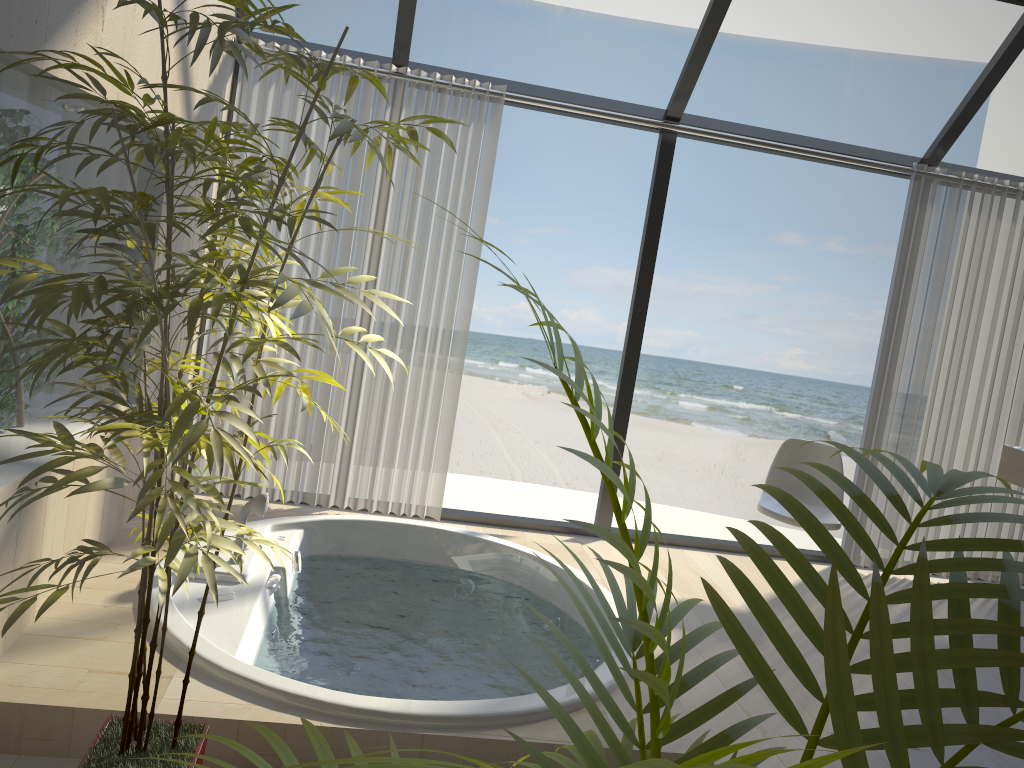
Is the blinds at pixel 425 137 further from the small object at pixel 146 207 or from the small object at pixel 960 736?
the small object at pixel 960 736

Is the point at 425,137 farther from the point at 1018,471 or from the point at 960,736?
the point at 960,736

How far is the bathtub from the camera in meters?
2.2 m

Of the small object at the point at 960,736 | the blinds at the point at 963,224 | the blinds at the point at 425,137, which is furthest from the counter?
the small object at the point at 960,736

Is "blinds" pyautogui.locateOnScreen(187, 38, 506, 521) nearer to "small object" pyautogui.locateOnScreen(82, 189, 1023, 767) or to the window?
the window

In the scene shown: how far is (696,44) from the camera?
3.9 meters

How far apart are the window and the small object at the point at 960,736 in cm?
326

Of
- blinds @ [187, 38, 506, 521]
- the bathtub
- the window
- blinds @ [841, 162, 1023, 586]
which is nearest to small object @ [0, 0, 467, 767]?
the bathtub

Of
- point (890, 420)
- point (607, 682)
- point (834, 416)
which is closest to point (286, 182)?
point (607, 682)

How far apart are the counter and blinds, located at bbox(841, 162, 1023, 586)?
0.1m
